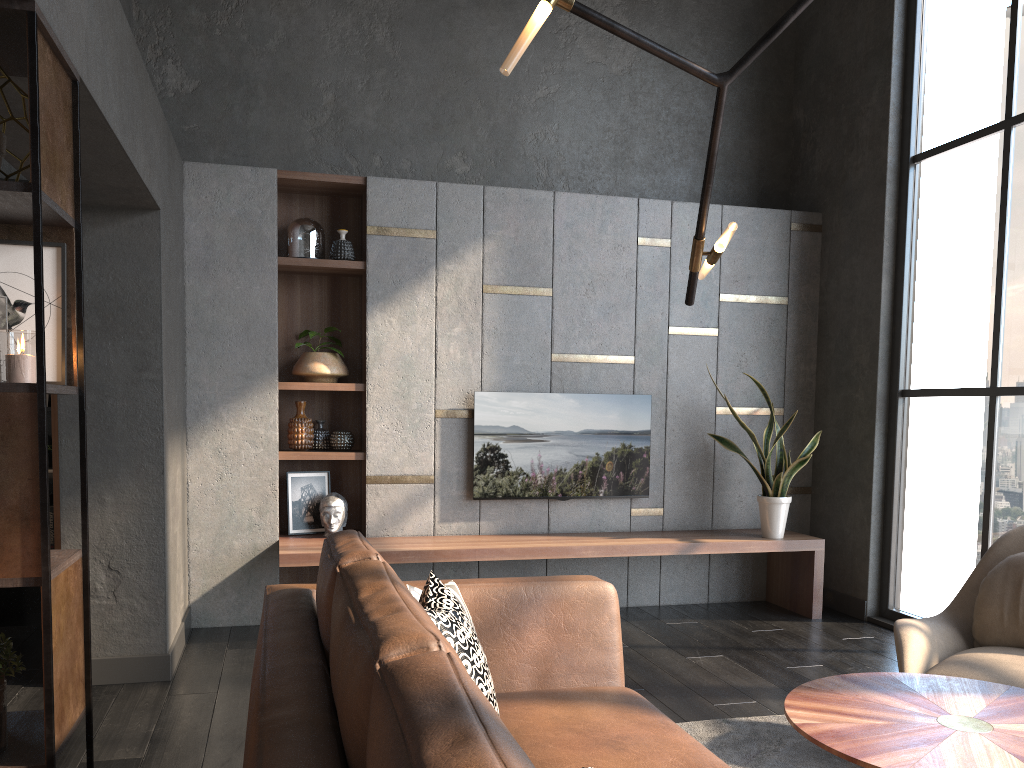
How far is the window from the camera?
4.42m

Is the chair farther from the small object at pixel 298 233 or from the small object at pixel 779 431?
the small object at pixel 298 233

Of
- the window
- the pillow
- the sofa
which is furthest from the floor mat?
the window

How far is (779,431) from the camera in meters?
5.1 m

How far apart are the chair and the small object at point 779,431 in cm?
172

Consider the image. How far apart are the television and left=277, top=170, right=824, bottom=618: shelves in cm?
23

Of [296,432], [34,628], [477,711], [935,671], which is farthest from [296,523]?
[477,711]

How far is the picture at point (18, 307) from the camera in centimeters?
221cm

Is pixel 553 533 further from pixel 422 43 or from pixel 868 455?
pixel 422 43

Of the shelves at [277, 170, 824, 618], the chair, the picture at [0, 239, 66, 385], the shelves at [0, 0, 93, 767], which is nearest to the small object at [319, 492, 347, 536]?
the shelves at [277, 170, 824, 618]
